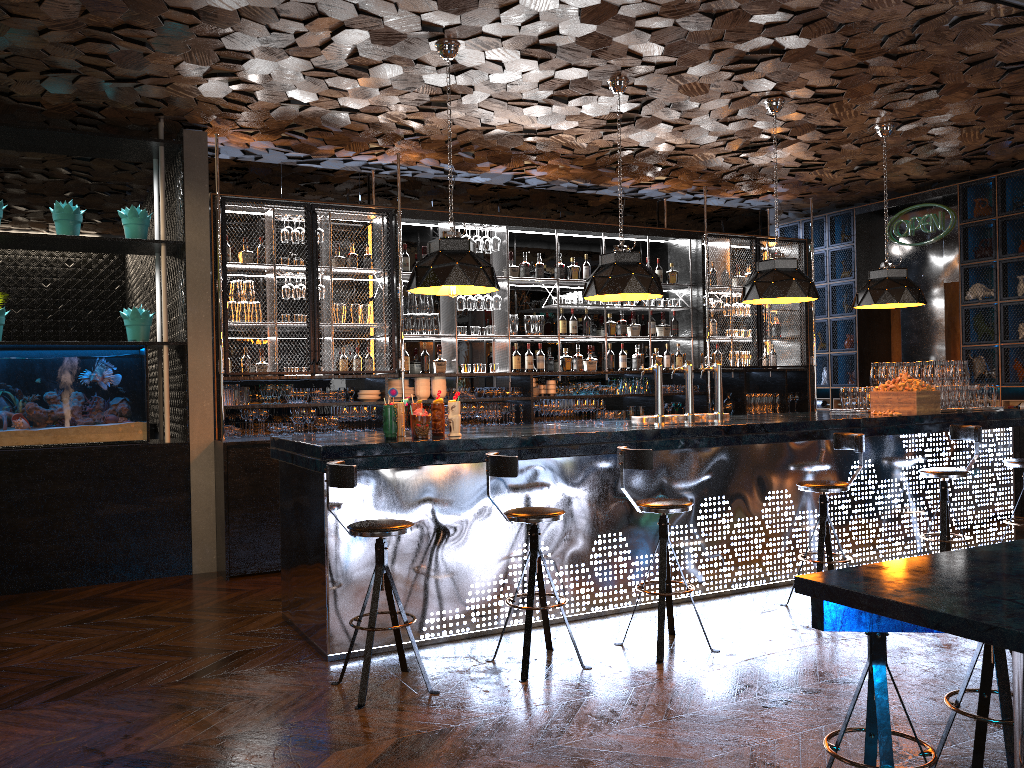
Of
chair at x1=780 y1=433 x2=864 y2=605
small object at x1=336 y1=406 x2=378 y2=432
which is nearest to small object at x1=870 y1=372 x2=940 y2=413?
chair at x1=780 y1=433 x2=864 y2=605

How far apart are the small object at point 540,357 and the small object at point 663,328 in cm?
151

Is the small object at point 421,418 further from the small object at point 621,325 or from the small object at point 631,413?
the small object at point 621,325

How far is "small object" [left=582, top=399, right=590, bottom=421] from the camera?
9.0 meters

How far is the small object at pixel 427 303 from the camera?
8.4 meters

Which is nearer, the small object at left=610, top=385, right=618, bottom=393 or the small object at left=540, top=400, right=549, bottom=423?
the small object at left=540, top=400, right=549, bottom=423

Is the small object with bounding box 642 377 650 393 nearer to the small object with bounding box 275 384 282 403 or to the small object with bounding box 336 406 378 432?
the small object with bounding box 336 406 378 432

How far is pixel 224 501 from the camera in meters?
6.8

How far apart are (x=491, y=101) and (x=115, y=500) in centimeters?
422cm

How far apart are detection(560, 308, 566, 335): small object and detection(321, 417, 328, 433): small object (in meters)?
2.68
